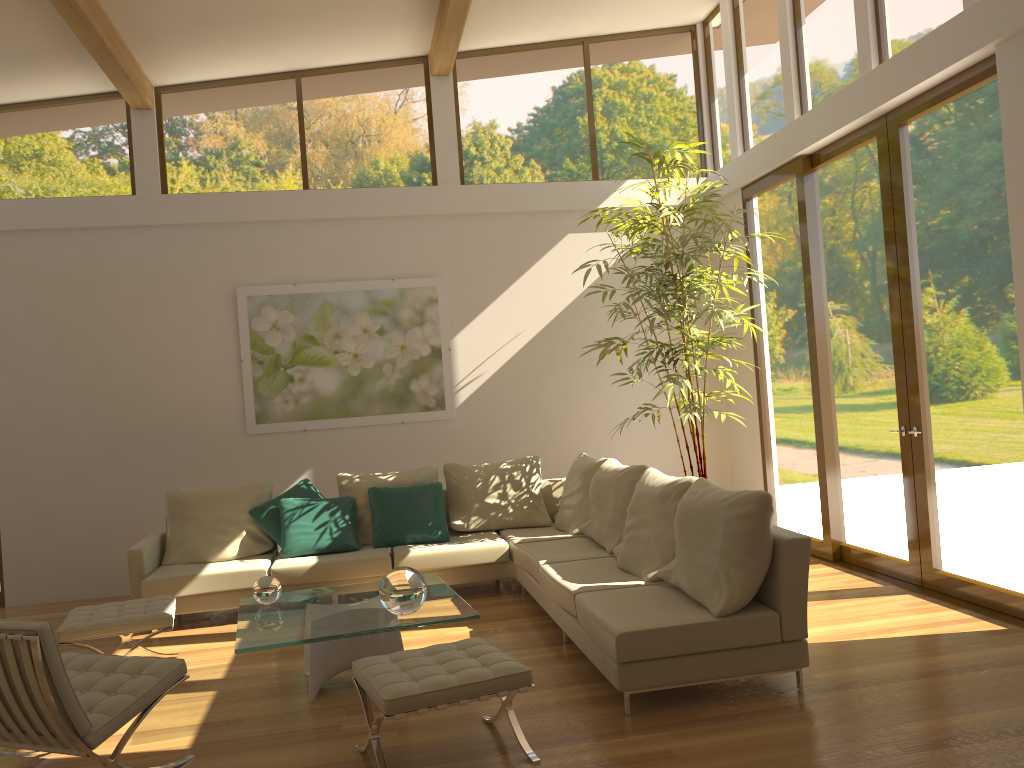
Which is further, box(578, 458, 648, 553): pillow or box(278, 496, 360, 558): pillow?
box(278, 496, 360, 558): pillow

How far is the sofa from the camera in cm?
398

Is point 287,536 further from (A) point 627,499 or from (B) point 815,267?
(B) point 815,267

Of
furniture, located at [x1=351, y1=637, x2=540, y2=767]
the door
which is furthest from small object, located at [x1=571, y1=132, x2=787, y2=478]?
furniture, located at [x1=351, y1=637, x2=540, y2=767]

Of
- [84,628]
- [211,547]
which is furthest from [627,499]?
[84,628]

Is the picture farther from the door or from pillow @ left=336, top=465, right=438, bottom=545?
the door

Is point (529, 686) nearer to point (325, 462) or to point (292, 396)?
point (325, 462)

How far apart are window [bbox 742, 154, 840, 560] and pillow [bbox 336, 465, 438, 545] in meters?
2.9 m

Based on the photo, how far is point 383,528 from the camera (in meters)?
6.66

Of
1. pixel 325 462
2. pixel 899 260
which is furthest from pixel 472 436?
pixel 899 260
